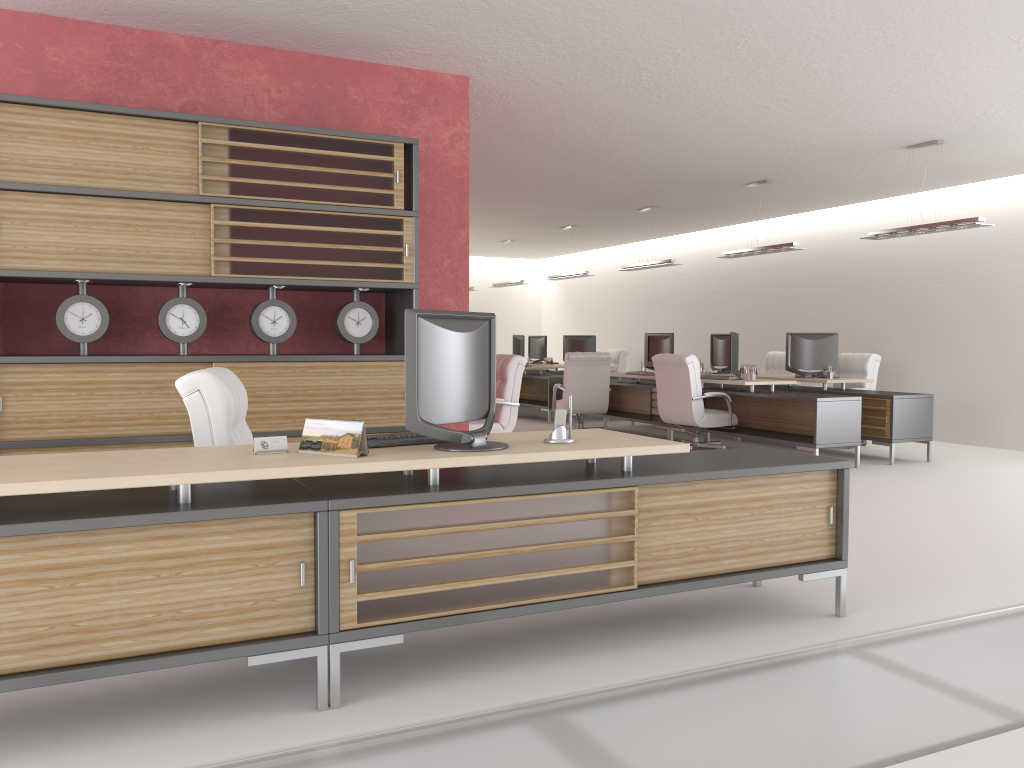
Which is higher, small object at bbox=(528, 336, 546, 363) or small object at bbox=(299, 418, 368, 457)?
small object at bbox=(528, 336, 546, 363)

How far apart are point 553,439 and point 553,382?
14.41m

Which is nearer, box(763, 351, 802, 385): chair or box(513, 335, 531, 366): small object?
box(763, 351, 802, 385): chair

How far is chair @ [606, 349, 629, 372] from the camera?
22.5 meters

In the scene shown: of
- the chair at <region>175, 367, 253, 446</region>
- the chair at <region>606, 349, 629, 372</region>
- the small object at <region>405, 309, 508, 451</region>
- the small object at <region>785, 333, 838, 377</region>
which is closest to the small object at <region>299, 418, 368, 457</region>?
the small object at <region>405, 309, 508, 451</region>

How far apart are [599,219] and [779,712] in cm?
1638

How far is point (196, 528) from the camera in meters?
4.1

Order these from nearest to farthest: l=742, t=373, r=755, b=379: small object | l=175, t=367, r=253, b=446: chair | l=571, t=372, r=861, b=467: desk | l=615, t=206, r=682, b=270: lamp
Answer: l=175, t=367, r=253, b=446: chair
l=571, t=372, r=861, b=467: desk
l=742, t=373, r=755, b=379: small object
l=615, t=206, r=682, b=270: lamp

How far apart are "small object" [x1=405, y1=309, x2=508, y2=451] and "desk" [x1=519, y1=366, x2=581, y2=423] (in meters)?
14.26

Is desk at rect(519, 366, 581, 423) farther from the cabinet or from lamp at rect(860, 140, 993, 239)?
the cabinet
